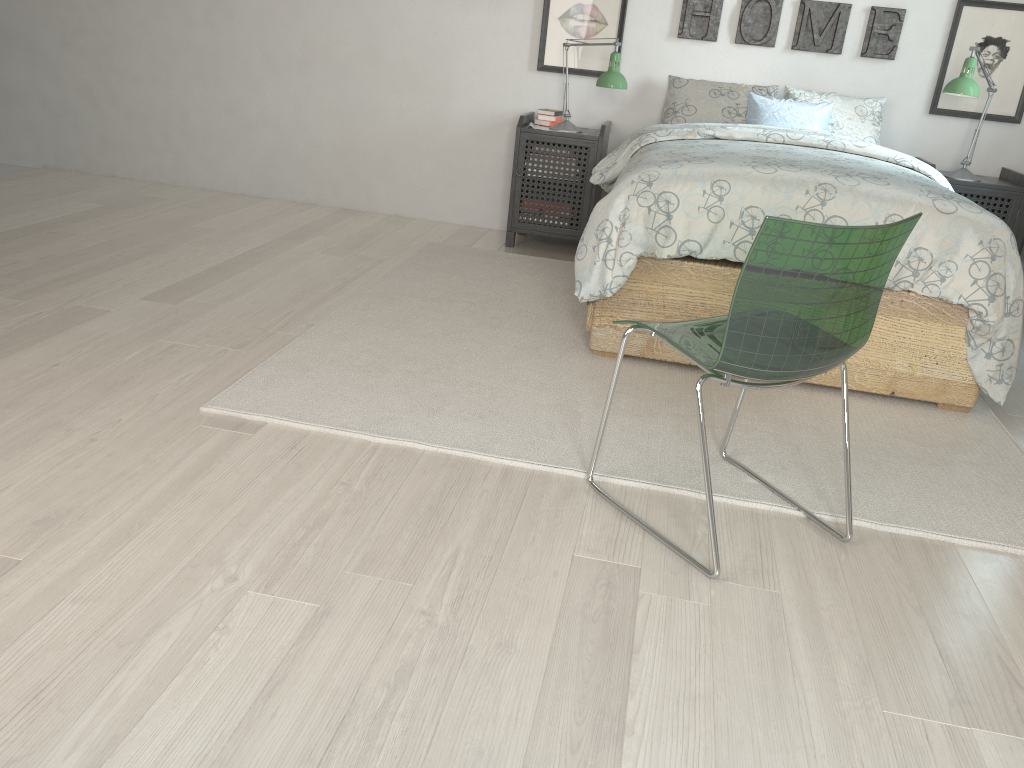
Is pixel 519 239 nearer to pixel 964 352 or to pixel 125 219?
pixel 125 219

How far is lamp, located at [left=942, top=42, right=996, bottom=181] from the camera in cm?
377

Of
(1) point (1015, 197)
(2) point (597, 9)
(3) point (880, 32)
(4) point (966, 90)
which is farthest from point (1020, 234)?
(2) point (597, 9)

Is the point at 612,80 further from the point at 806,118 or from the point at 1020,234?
the point at 1020,234

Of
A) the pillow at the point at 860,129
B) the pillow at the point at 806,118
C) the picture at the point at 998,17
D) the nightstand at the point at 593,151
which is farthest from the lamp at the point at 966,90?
the nightstand at the point at 593,151

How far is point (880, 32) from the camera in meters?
4.2 m

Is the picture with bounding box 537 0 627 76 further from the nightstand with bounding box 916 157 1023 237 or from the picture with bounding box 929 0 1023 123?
the nightstand with bounding box 916 157 1023 237

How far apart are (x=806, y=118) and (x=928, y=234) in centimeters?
159cm

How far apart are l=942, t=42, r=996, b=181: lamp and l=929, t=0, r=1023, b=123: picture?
0.2 meters

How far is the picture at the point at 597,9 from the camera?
4.4 meters
